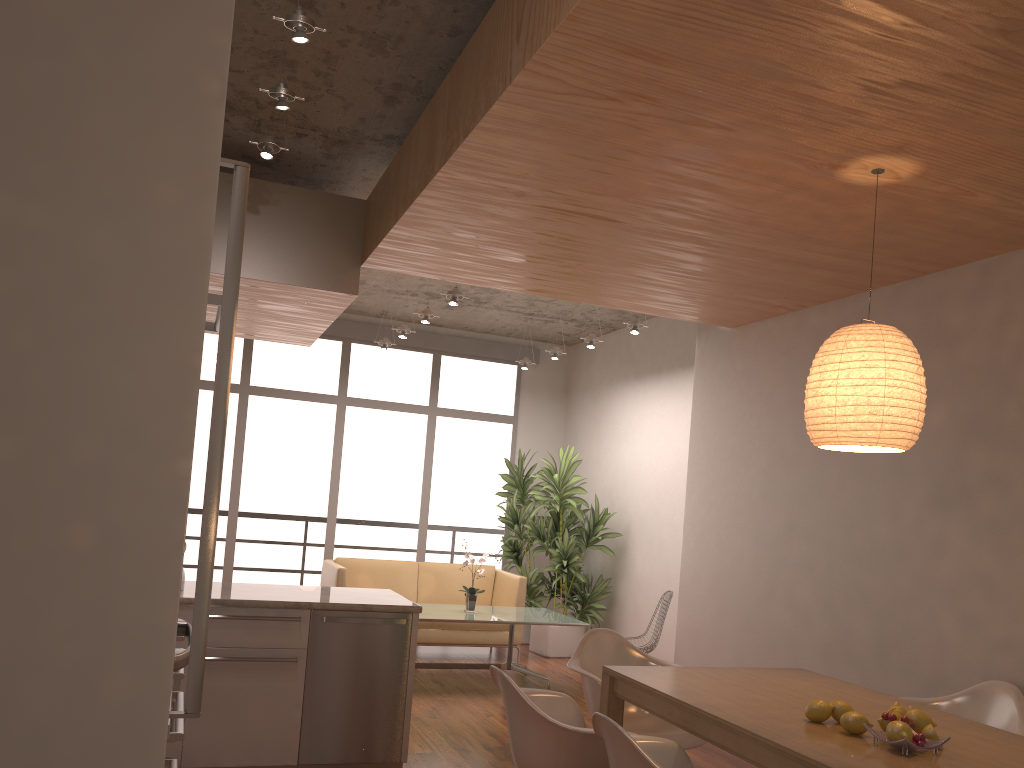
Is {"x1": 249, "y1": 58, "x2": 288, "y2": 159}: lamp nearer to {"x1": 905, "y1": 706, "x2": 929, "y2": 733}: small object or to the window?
{"x1": 905, "y1": 706, "x2": 929, "y2": 733}: small object

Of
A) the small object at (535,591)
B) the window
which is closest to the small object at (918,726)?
the small object at (535,591)

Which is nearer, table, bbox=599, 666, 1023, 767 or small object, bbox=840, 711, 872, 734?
table, bbox=599, 666, 1023, 767

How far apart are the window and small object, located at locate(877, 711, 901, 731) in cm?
727

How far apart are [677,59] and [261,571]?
7.7 meters

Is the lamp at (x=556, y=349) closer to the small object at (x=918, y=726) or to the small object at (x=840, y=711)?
the small object at (x=840, y=711)

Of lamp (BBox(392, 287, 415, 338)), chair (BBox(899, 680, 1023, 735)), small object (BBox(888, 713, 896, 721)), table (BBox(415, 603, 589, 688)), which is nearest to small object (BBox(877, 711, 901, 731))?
small object (BBox(888, 713, 896, 721))

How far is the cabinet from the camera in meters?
0.9 m

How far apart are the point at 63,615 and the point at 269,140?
3.5 meters

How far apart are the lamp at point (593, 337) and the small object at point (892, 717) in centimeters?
537cm
